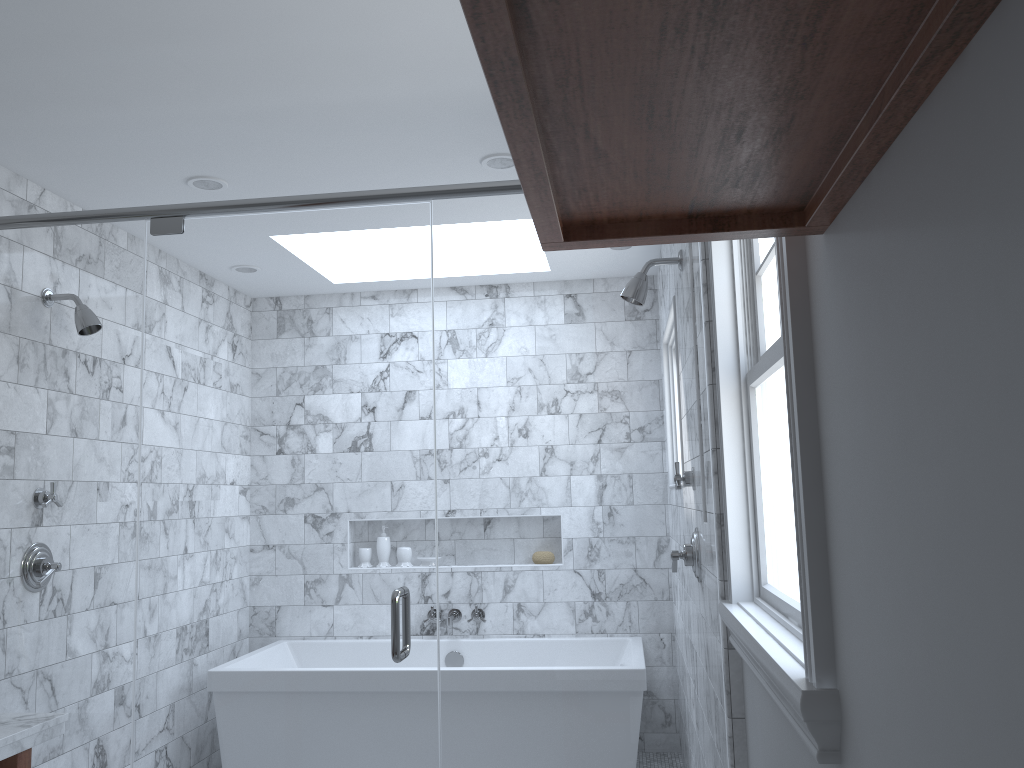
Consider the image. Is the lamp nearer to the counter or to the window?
the window

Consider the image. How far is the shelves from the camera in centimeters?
64cm

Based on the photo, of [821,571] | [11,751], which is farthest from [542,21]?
[11,751]

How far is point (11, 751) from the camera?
2.1m

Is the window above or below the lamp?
below

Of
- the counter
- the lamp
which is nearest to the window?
the lamp

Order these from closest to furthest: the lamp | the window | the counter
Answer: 1. the window
2. the counter
3. the lamp

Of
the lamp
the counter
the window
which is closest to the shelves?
the window

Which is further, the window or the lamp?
the lamp

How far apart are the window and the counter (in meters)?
1.67
